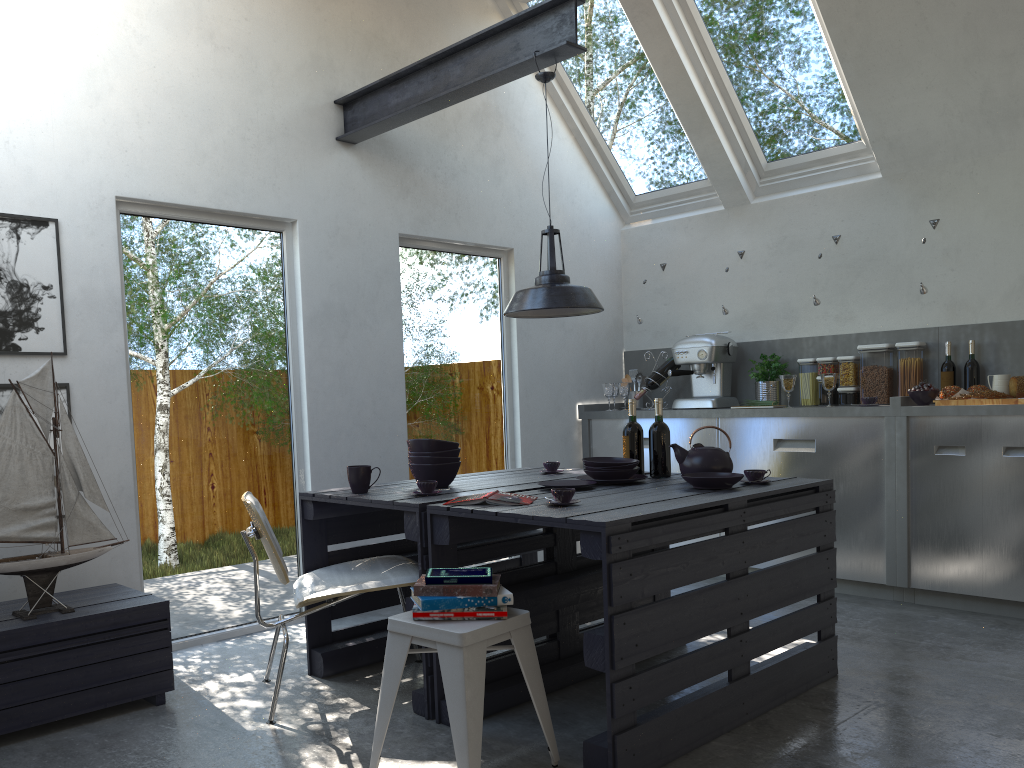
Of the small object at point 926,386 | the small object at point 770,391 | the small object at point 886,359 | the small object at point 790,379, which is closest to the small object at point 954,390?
the small object at point 926,386

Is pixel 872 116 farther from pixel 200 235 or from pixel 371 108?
pixel 200 235

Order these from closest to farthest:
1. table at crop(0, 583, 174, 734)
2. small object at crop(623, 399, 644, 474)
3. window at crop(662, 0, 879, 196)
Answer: table at crop(0, 583, 174, 734), small object at crop(623, 399, 644, 474), window at crop(662, 0, 879, 196)

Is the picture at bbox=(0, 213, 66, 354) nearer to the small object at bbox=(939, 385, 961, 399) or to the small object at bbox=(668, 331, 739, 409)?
the small object at bbox=(668, 331, 739, 409)

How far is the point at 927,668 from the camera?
3.7 meters

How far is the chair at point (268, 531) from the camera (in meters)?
3.09

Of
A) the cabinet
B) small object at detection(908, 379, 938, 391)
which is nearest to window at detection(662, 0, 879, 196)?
the cabinet

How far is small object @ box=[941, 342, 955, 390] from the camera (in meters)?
5.05

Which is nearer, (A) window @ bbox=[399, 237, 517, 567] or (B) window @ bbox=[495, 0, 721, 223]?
(A) window @ bbox=[399, 237, 517, 567]

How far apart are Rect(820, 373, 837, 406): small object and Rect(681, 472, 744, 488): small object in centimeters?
205cm
